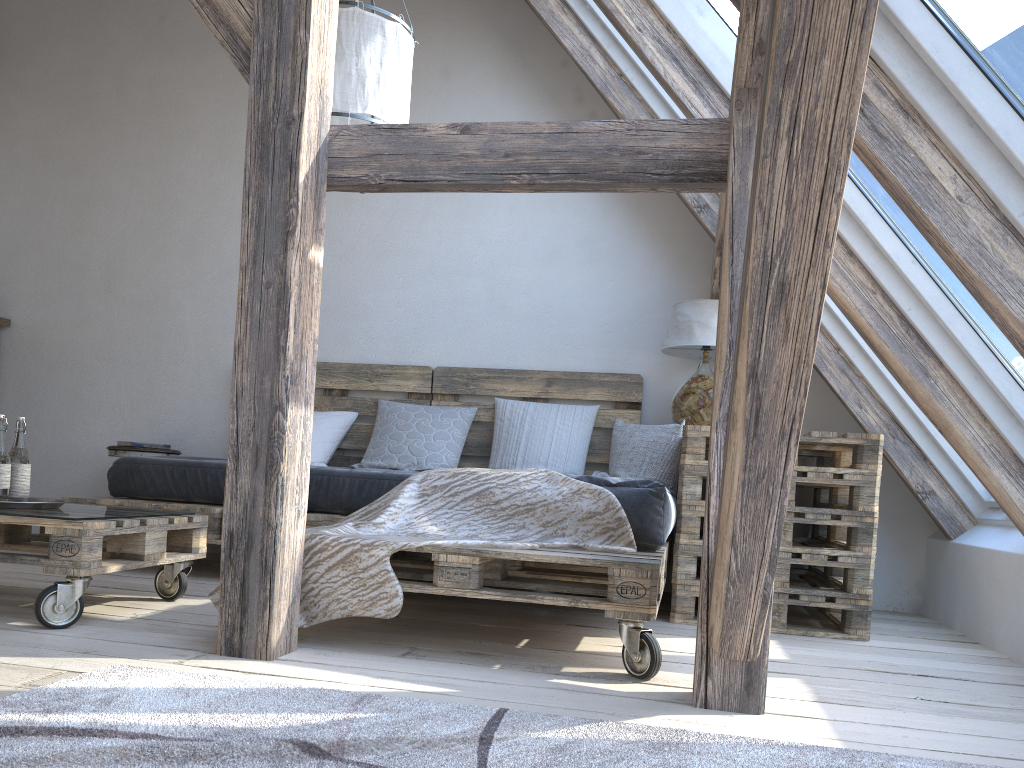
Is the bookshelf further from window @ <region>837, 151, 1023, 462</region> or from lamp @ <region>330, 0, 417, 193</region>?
window @ <region>837, 151, 1023, 462</region>

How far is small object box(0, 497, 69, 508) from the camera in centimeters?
247cm

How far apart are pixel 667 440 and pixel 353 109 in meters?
1.8 m

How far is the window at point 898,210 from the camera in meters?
2.6

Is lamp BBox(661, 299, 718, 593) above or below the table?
above

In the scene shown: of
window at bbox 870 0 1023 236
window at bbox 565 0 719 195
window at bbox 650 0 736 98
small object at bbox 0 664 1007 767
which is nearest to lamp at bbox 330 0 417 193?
window at bbox 650 0 736 98

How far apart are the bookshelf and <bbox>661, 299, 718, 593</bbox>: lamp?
3.6 meters

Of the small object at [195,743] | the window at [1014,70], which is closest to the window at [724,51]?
the window at [1014,70]

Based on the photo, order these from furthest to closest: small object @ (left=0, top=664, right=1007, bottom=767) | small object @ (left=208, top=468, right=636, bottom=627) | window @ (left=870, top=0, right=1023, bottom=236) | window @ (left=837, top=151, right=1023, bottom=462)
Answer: window @ (left=837, top=151, right=1023, bottom=462), small object @ (left=208, top=468, right=636, bottom=627), window @ (left=870, top=0, right=1023, bottom=236), small object @ (left=0, top=664, right=1007, bottom=767)

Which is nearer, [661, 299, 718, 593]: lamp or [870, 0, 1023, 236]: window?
[870, 0, 1023, 236]: window
